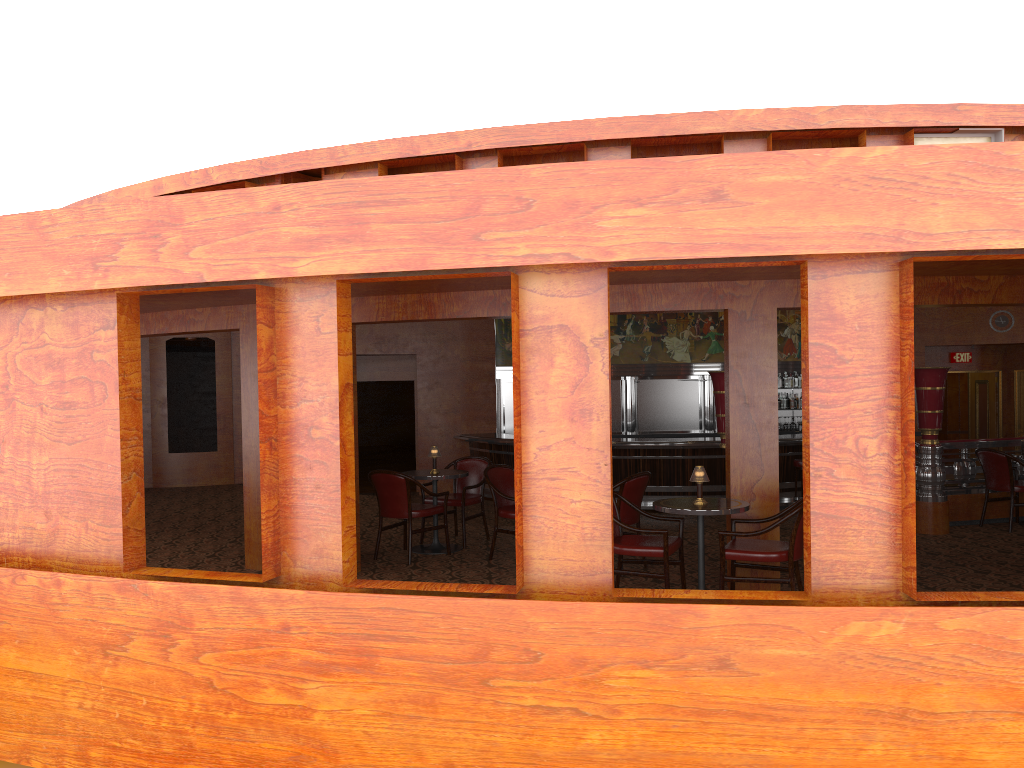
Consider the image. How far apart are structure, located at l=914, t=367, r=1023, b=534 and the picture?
6.73m

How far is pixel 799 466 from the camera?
12.6 meters

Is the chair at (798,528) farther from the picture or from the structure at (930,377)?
the picture

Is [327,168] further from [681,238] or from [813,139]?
[681,238]

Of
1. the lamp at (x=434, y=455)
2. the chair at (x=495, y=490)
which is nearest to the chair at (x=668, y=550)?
the chair at (x=495, y=490)

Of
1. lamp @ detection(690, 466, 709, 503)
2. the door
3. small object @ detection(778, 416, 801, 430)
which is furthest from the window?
the door

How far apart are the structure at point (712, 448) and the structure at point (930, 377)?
3.7 meters

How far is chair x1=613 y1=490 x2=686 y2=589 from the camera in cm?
578

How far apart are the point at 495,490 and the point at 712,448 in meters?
6.2

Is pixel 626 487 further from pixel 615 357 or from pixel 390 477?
pixel 615 357
